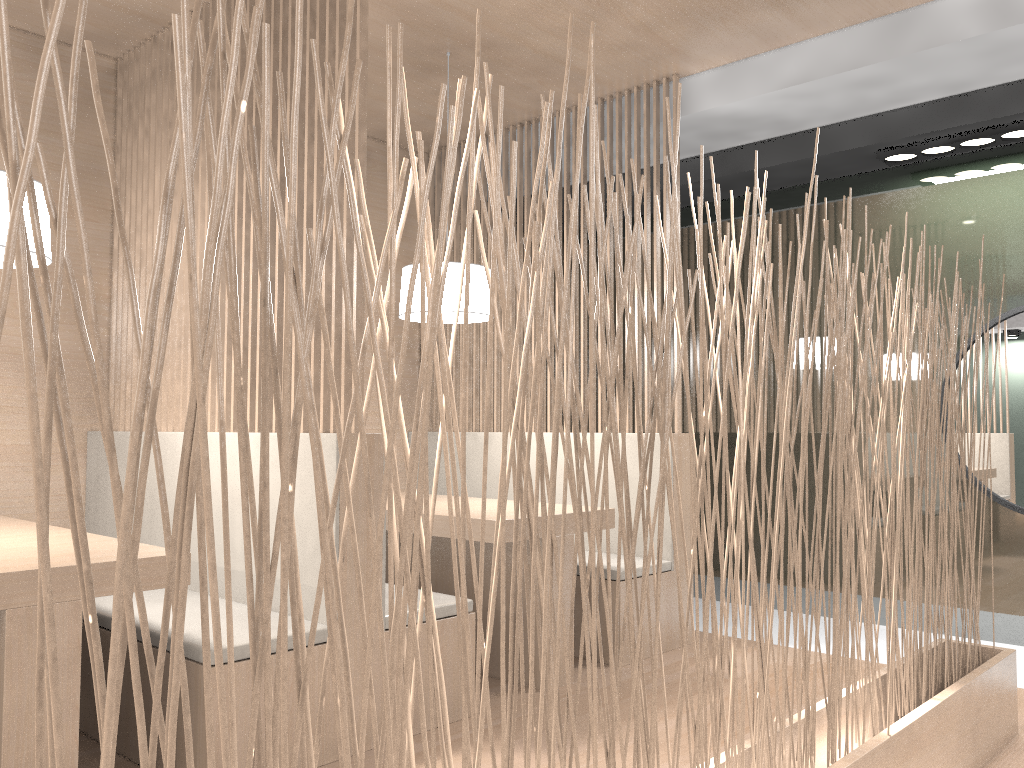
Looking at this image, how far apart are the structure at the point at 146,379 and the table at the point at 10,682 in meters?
0.7 m

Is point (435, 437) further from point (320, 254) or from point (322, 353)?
point (320, 254)

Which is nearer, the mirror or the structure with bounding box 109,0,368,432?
the structure with bounding box 109,0,368,432

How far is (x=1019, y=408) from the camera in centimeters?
246cm

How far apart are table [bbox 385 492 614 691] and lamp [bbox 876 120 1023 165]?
1.4 meters

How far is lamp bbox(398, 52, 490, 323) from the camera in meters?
2.2

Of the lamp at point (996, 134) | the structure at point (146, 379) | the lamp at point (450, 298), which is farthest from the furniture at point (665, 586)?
the lamp at point (996, 134)

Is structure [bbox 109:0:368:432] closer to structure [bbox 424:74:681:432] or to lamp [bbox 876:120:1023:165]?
structure [bbox 424:74:681:432]

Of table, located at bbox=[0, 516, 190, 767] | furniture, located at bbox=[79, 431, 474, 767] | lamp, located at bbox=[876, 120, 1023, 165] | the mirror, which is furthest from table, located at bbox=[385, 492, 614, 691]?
lamp, located at bbox=[876, 120, 1023, 165]

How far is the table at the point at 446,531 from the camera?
2.0 meters
